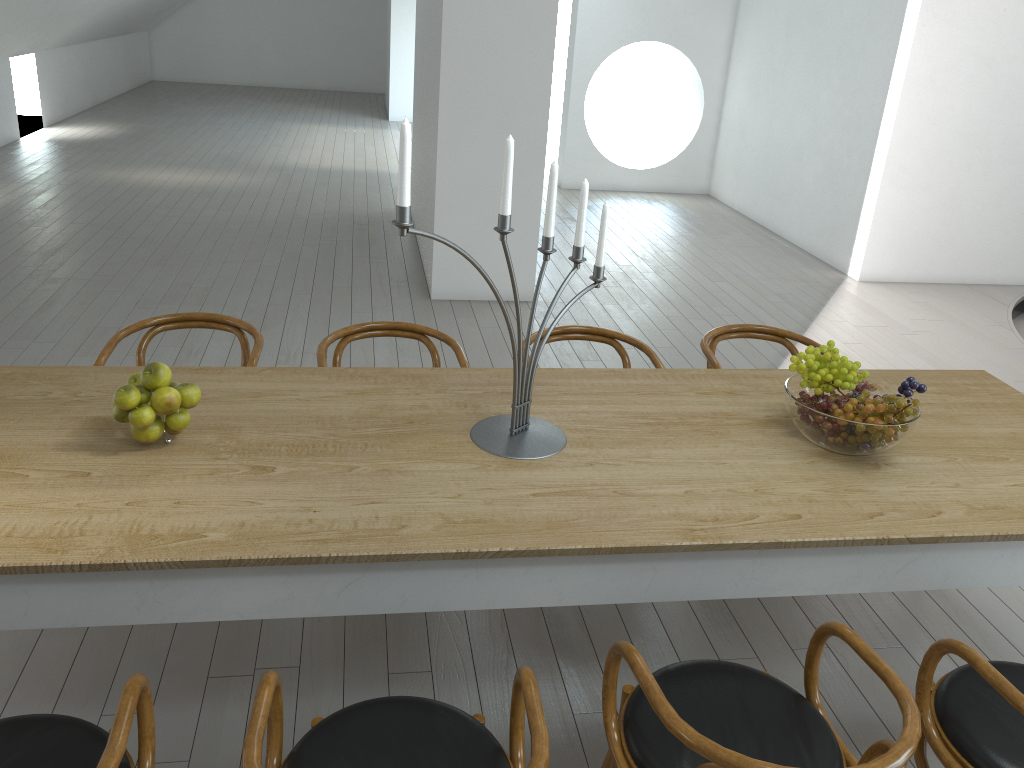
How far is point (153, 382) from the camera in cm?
216

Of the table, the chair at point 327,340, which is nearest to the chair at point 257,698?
the table

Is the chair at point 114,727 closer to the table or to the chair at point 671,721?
the table

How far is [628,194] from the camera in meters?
9.8 m

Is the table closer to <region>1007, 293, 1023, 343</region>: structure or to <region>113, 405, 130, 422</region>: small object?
<region>113, 405, 130, 422</region>: small object

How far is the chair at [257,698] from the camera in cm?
161

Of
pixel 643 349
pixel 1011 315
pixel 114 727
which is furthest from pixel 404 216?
pixel 1011 315

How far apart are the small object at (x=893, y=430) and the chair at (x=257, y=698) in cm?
108

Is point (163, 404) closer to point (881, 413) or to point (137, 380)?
point (137, 380)

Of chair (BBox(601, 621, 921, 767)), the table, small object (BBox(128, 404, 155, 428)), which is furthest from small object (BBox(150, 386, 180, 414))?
chair (BBox(601, 621, 921, 767))
